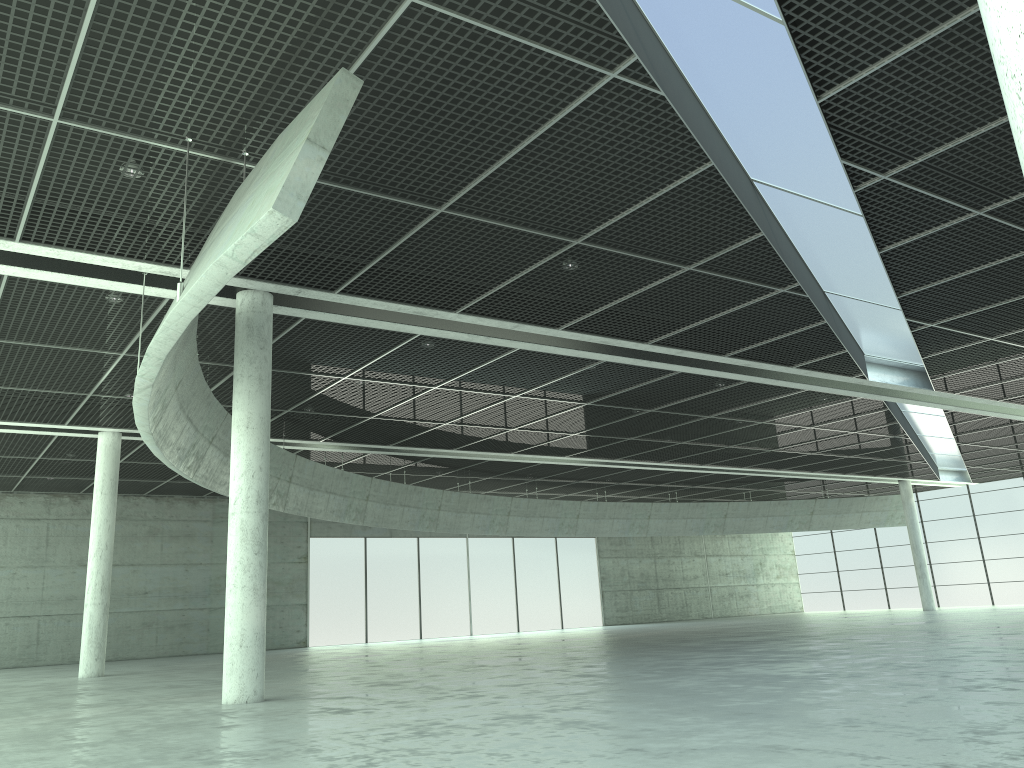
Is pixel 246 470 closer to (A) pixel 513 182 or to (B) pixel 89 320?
(A) pixel 513 182

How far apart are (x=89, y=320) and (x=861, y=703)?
31.5m
